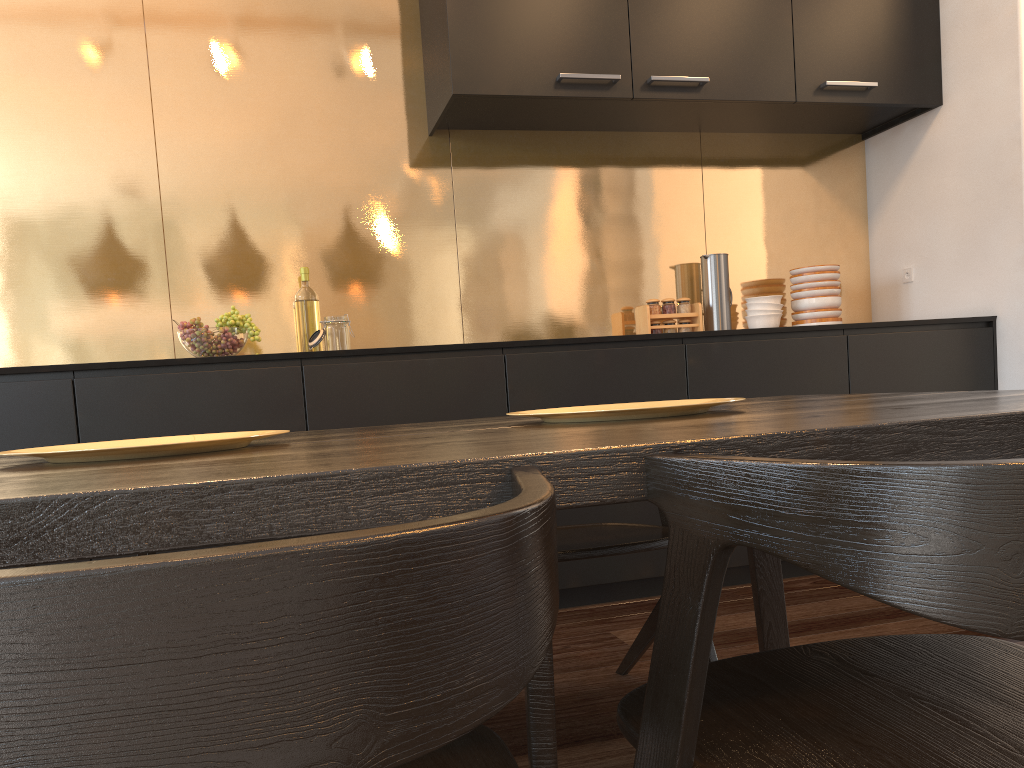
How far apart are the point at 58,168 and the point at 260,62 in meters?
0.8 m

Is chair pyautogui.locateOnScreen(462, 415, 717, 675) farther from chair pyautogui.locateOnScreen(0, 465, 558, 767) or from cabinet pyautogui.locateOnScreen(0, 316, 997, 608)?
chair pyautogui.locateOnScreen(0, 465, 558, 767)

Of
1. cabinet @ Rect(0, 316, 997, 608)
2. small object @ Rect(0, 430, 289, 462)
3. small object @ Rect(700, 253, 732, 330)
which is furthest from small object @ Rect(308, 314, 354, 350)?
small object @ Rect(0, 430, 289, 462)

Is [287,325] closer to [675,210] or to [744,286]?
[675,210]

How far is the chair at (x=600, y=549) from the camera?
1.71m

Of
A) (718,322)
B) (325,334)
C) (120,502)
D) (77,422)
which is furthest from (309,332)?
(120,502)

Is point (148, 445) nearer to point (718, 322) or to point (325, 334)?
point (325, 334)

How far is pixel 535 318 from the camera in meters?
3.6

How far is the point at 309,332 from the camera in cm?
320

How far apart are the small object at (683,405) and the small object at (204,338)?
1.62m
